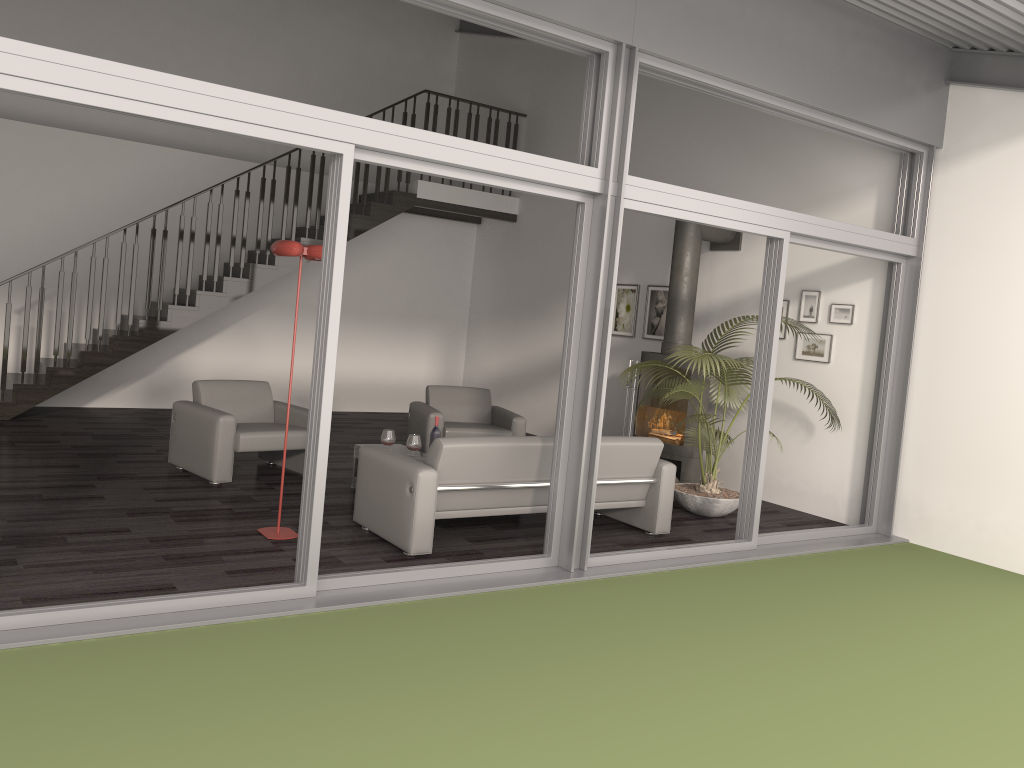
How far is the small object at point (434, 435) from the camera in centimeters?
699cm

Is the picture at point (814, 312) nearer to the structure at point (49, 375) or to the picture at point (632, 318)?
the picture at point (632, 318)

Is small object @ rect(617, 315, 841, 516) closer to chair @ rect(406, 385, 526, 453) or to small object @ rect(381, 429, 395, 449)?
chair @ rect(406, 385, 526, 453)

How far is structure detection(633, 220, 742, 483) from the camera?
8.1m

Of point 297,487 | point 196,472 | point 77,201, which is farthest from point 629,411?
point 77,201

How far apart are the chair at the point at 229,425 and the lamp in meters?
1.3

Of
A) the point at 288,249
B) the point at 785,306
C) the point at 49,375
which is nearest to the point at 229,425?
the point at 288,249

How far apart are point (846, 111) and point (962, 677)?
3.81m

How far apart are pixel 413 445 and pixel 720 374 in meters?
2.4

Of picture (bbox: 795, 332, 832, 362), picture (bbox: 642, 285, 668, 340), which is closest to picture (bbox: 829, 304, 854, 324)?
picture (bbox: 795, 332, 832, 362)
